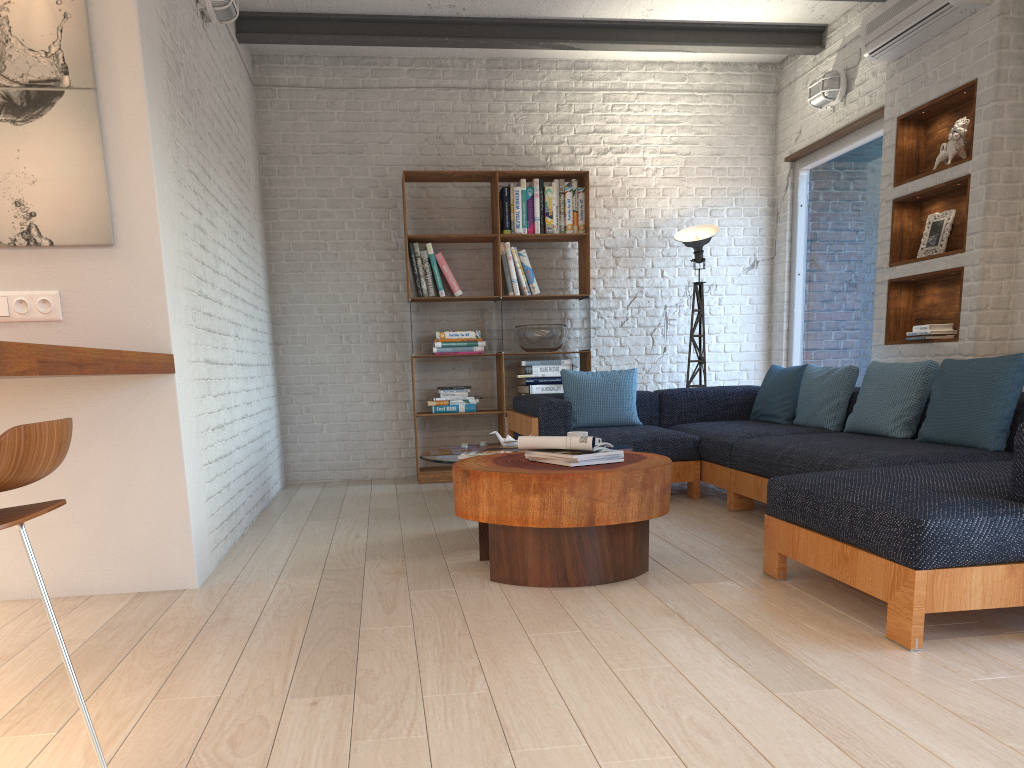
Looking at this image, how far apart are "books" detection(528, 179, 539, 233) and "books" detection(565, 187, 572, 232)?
0.3 meters

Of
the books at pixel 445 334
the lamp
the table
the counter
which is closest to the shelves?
the lamp

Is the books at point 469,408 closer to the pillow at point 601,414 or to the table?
the pillow at point 601,414

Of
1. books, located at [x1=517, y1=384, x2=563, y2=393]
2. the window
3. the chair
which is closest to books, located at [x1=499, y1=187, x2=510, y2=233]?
books, located at [x1=517, y1=384, x2=563, y2=393]

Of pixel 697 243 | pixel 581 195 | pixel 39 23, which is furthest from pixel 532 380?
pixel 39 23

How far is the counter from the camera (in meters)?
1.90

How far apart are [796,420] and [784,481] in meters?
2.3 m

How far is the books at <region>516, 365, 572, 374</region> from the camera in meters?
6.6 m

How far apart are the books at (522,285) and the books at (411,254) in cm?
76

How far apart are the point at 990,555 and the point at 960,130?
3.13m
